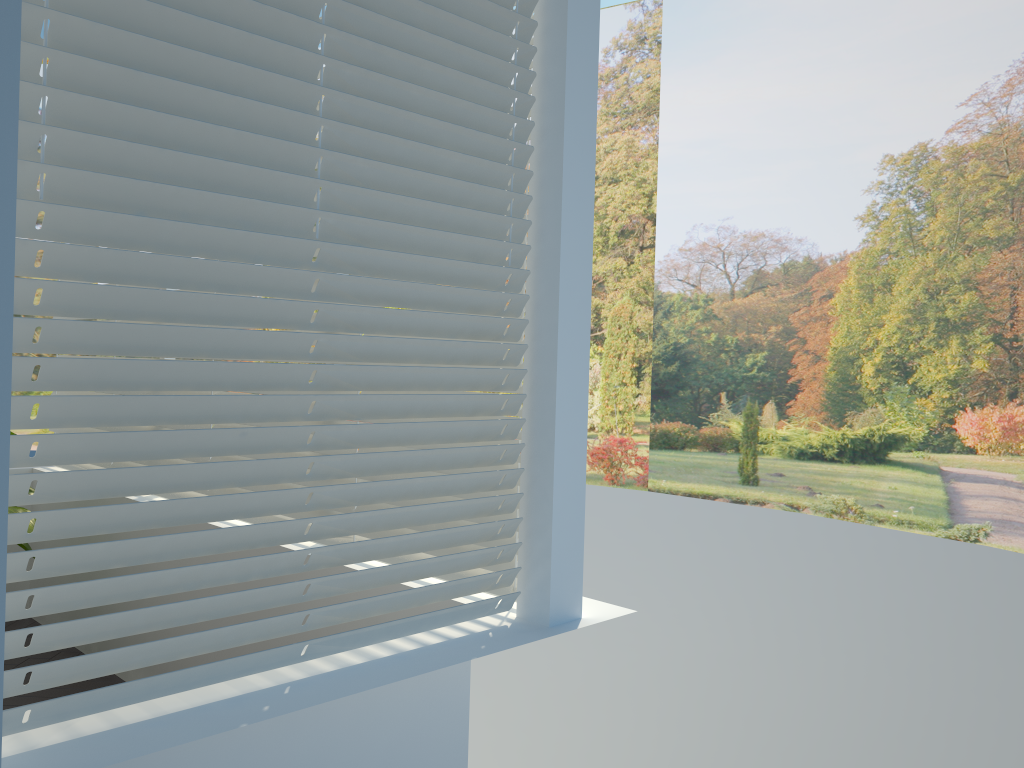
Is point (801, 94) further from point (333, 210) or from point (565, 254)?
point (333, 210)

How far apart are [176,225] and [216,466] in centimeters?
43cm

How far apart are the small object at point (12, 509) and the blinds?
0.5 meters

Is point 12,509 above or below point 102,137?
below

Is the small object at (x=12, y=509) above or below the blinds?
below

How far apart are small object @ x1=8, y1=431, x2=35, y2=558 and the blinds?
0.48m

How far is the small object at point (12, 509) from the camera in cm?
368

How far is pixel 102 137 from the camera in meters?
1.4 m

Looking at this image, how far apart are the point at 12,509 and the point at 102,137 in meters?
2.8

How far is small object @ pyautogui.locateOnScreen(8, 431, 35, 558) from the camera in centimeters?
368cm
